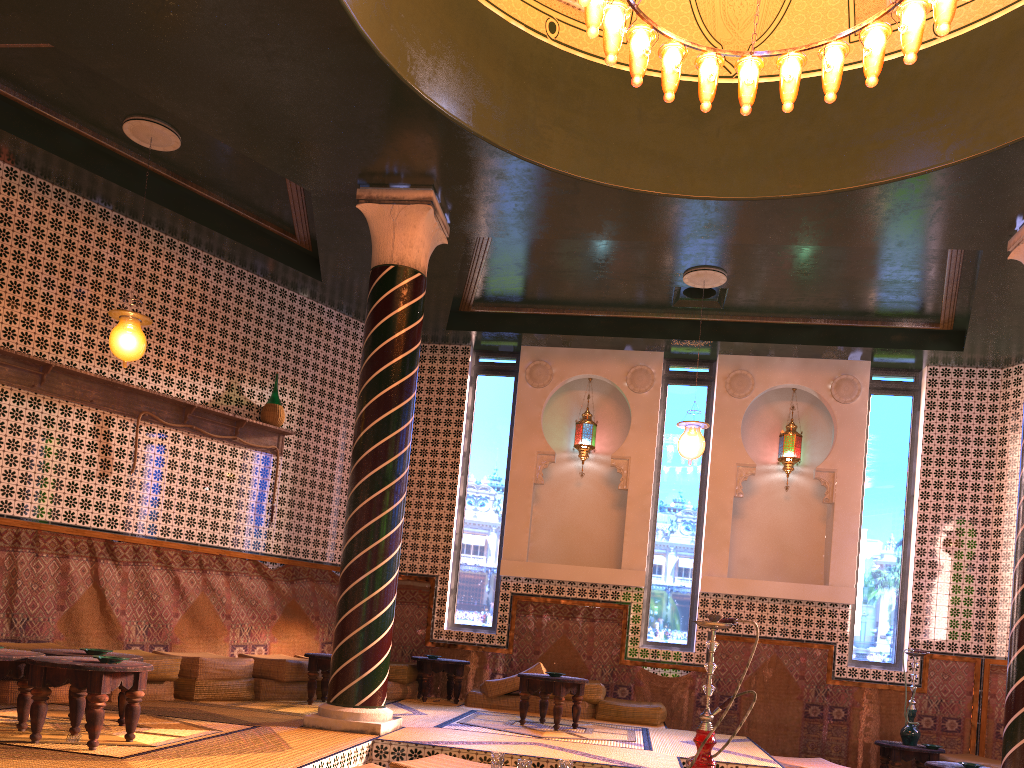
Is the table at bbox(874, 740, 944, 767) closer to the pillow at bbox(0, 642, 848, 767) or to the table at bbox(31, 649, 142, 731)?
the pillow at bbox(0, 642, 848, 767)

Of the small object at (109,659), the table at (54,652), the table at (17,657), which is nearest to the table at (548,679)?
the table at (54,652)

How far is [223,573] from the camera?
10.5 meters

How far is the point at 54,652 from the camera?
6.6 meters

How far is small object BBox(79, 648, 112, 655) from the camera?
6.6m

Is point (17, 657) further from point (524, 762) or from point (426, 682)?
point (426, 682)

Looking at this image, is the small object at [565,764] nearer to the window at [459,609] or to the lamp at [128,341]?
the lamp at [128,341]

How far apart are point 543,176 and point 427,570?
6.3m

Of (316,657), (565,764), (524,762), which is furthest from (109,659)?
(316,657)

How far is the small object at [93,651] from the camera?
6.6m
